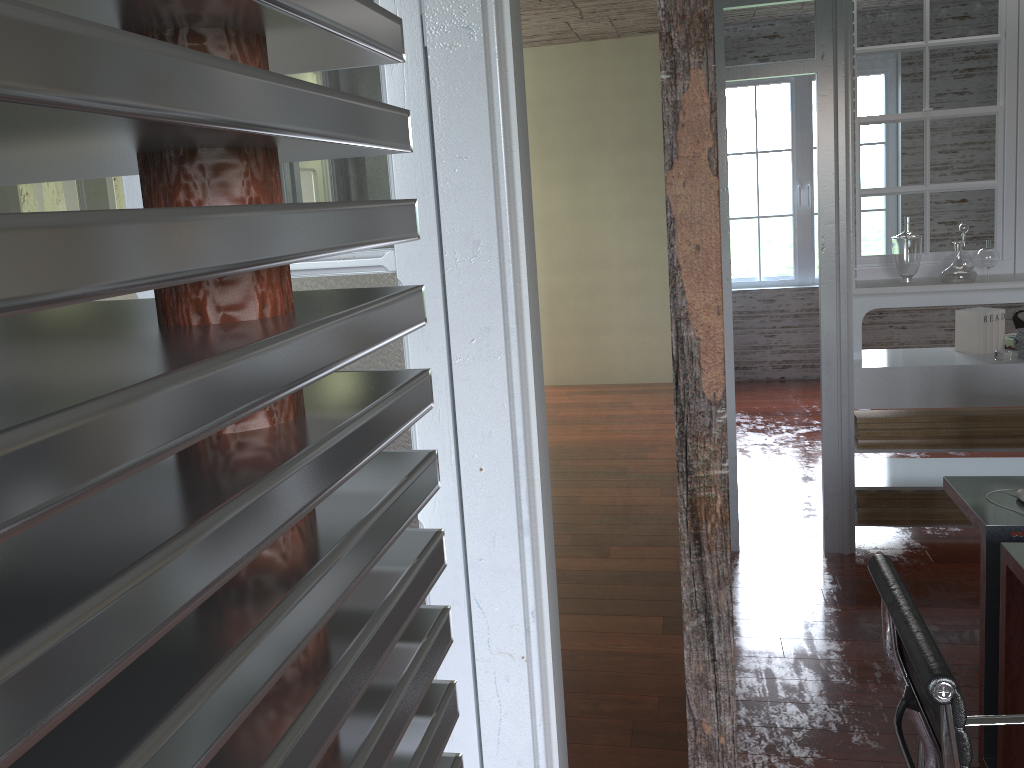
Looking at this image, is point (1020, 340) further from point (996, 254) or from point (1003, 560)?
point (1003, 560)

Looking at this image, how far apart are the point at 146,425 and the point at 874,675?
3.4 meters

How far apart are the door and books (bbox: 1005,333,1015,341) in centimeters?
353cm

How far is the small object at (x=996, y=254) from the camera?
3.9m

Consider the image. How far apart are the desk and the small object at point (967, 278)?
1.3m

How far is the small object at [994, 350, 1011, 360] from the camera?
3.8m

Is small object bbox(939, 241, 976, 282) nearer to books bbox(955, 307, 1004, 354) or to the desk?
books bbox(955, 307, 1004, 354)

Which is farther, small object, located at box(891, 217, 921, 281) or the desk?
small object, located at box(891, 217, 921, 281)

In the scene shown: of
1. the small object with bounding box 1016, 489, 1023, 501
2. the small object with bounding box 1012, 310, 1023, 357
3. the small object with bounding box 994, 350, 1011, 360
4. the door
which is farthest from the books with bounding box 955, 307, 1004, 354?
the door

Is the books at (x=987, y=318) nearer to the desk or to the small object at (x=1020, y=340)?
the small object at (x=1020, y=340)
